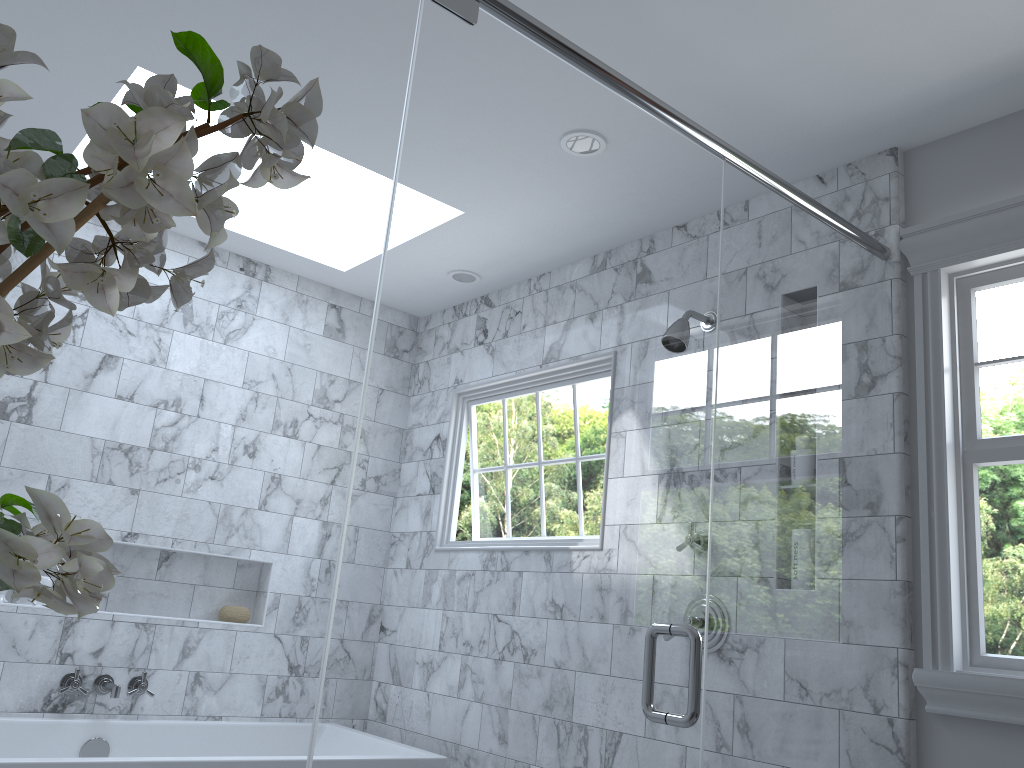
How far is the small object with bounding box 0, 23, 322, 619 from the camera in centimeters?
64cm

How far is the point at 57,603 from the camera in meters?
0.6 m

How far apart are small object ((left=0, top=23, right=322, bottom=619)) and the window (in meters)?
1.93

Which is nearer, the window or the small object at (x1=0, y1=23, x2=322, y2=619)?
the small object at (x1=0, y1=23, x2=322, y2=619)

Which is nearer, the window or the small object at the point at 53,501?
the small object at the point at 53,501

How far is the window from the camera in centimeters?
209cm

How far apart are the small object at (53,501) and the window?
1.9 meters

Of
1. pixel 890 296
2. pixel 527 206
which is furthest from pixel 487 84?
pixel 890 296
